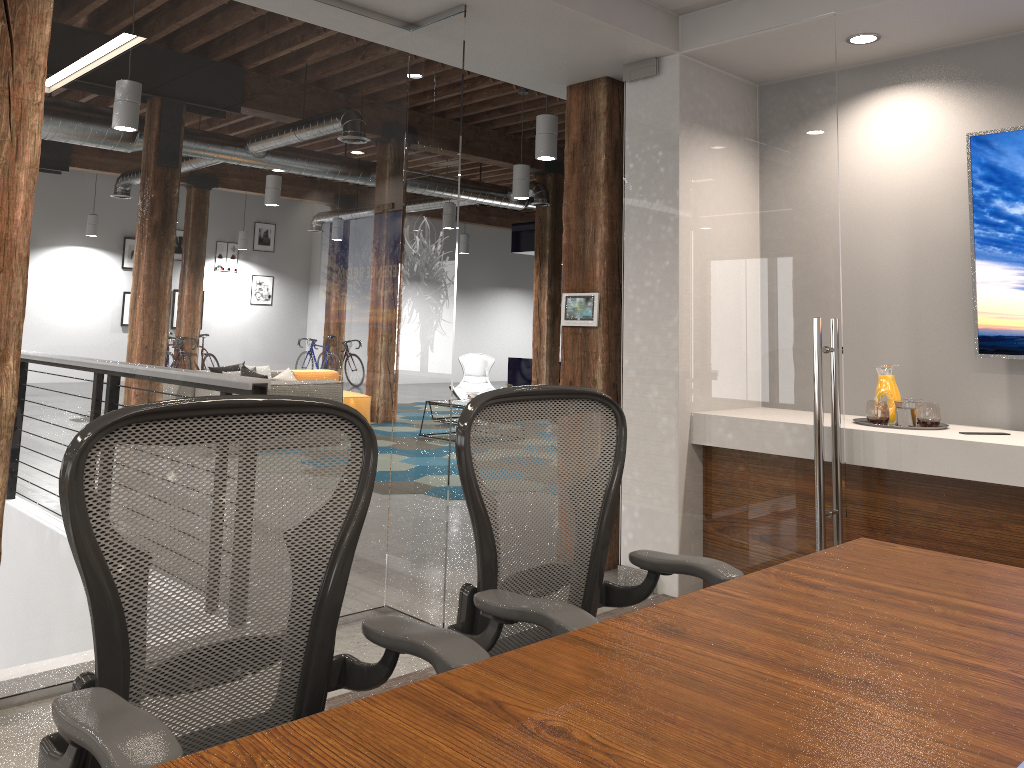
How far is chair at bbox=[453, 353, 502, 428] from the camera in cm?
1152

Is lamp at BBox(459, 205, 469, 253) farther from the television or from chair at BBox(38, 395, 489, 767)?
chair at BBox(38, 395, 489, 767)

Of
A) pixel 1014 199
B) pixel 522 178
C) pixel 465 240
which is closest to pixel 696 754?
pixel 1014 199

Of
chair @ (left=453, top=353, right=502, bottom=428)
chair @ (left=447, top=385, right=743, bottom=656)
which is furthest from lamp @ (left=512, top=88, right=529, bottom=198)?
chair @ (left=447, top=385, right=743, bottom=656)

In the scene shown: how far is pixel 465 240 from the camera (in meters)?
18.17

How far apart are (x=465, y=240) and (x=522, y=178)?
8.00m

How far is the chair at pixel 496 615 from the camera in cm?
186

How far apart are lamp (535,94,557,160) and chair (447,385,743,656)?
5.8m

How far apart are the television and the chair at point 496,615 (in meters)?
2.37

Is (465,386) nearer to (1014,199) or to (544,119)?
(544,119)
